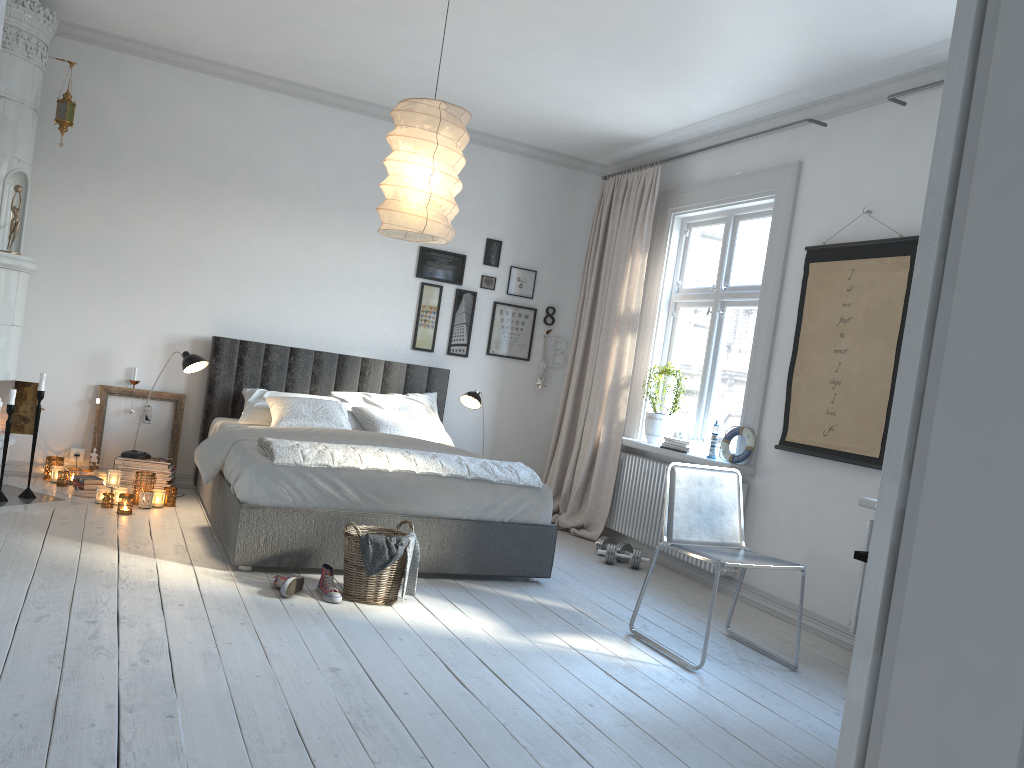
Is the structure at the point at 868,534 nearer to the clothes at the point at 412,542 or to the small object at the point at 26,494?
the clothes at the point at 412,542

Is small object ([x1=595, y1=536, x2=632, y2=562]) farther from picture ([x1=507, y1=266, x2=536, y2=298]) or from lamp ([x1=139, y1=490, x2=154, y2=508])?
lamp ([x1=139, y1=490, x2=154, y2=508])

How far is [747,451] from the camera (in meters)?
5.12

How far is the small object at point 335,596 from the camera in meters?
3.8 m

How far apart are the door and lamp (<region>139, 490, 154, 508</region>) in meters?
4.6

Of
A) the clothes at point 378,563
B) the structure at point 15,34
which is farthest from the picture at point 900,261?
the structure at point 15,34

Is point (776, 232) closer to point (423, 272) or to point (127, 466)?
point (423, 272)

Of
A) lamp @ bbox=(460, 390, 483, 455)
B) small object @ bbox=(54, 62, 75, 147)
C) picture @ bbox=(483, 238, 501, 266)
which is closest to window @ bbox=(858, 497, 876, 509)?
lamp @ bbox=(460, 390, 483, 455)

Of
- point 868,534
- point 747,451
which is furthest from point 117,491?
point 868,534

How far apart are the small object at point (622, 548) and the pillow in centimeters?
130cm
